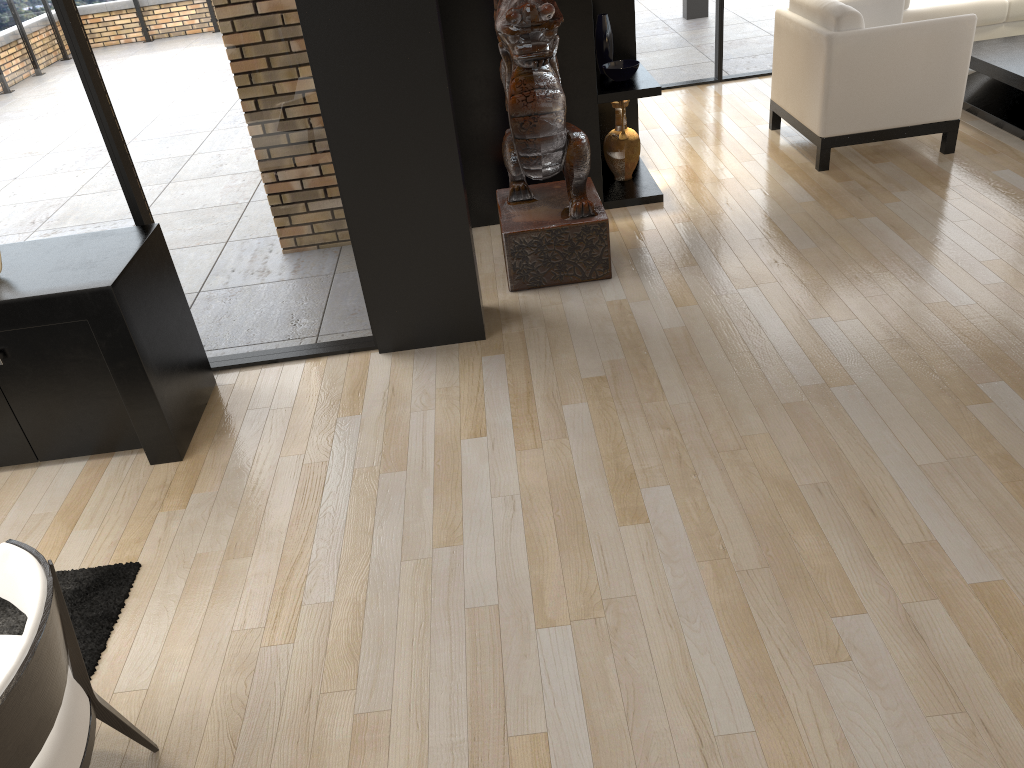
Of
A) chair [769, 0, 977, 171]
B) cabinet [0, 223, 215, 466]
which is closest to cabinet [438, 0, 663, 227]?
chair [769, 0, 977, 171]

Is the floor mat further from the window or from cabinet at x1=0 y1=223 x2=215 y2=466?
the window

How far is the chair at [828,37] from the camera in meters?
5.0

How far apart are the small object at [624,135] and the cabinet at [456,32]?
0.0 meters

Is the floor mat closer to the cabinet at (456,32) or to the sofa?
the cabinet at (456,32)

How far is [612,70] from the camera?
5.07m

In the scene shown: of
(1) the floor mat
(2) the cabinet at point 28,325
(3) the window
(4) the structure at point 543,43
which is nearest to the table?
(3) the window

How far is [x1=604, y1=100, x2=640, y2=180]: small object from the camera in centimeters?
535cm

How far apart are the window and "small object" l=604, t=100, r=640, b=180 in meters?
2.2

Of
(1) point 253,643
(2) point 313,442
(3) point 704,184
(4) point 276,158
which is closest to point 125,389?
(2) point 313,442
